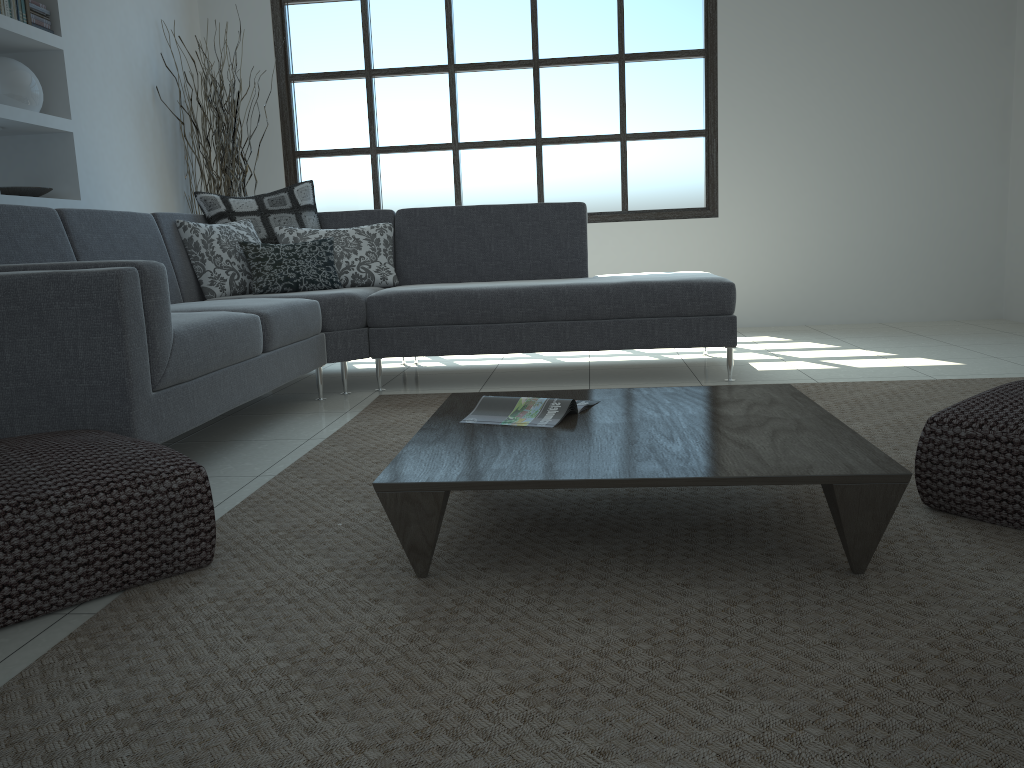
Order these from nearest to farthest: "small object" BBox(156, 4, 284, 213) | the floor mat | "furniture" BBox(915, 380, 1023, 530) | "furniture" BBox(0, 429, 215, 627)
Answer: the floor mat → "furniture" BBox(0, 429, 215, 627) → "furniture" BBox(915, 380, 1023, 530) → "small object" BBox(156, 4, 284, 213)

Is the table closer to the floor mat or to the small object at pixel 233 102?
the floor mat

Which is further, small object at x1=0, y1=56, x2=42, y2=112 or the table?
small object at x1=0, y1=56, x2=42, y2=112

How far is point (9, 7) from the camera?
4.2m

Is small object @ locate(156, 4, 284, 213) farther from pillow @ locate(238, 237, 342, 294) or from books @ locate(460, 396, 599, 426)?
books @ locate(460, 396, 599, 426)

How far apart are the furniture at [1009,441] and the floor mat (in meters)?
0.02

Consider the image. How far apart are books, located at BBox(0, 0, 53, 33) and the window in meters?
1.9

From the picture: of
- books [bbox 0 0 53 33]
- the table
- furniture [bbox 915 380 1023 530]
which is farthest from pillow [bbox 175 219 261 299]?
furniture [bbox 915 380 1023 530]

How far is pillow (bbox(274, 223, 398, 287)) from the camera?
4.5 meters

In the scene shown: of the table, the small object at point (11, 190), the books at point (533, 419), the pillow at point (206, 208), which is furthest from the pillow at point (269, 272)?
the books at point (533, 419)
